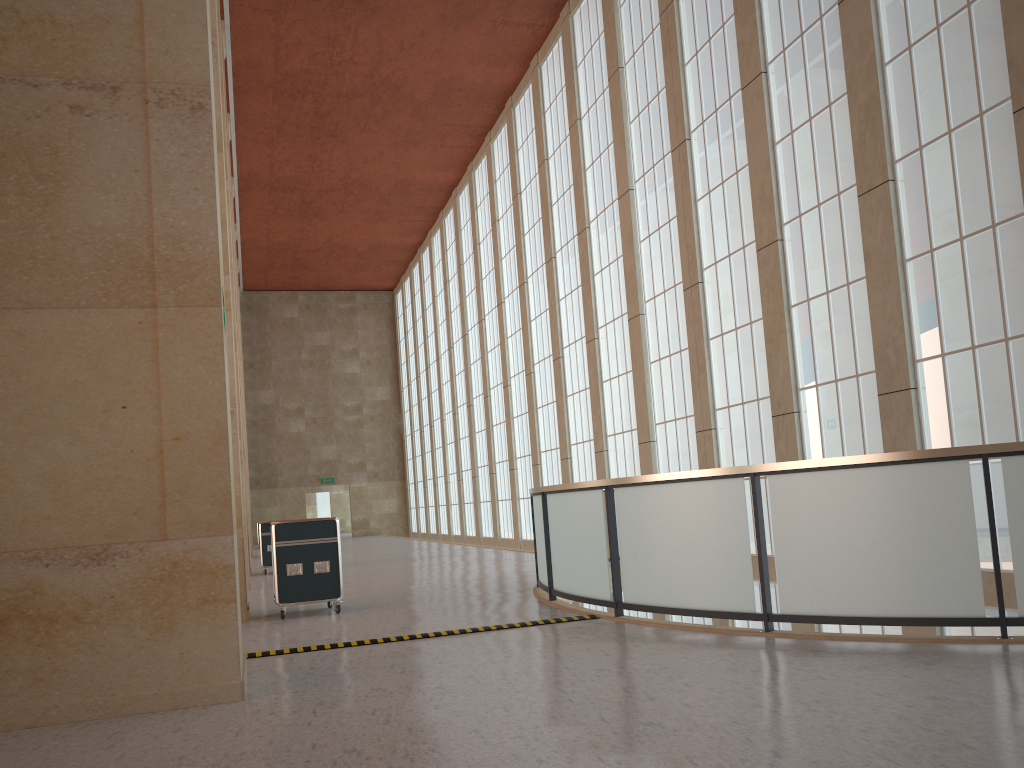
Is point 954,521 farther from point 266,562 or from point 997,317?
point 266,562

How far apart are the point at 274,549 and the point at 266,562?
12.4 meters

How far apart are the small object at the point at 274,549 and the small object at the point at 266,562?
11.4 meters

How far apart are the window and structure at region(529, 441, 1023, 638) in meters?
2.9

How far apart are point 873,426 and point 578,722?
11.3m

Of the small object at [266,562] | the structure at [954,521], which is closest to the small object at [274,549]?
the structure at [954,521]

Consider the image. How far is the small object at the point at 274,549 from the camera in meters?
13.7 m

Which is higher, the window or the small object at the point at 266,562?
the window

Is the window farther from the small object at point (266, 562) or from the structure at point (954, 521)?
the small object at point (266, 562)

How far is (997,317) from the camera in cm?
1299
